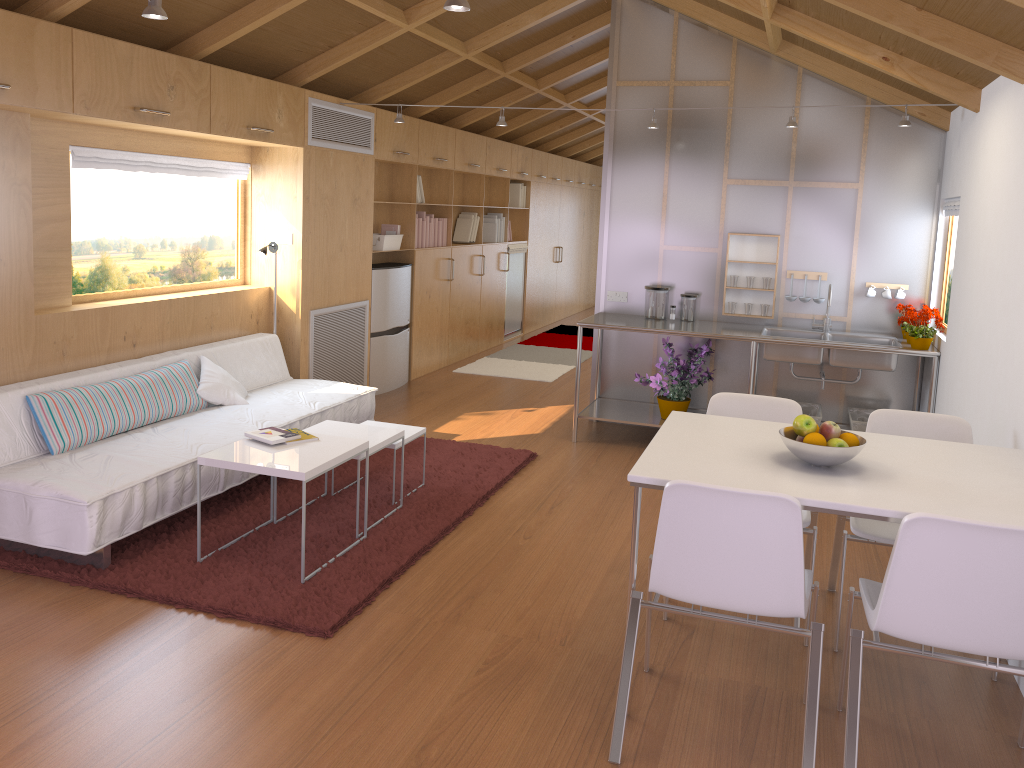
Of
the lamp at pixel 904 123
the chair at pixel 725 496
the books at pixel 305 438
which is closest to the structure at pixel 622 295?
the lamp at pixel 904 123

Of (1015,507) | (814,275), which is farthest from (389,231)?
(1015,507)

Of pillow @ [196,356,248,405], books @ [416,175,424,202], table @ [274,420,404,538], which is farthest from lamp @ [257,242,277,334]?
books @ [416,175,424,202]

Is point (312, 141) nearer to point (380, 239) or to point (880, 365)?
point (380, 239)

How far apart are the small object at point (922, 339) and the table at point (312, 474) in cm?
318

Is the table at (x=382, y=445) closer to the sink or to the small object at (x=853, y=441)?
the small object at (x=853, y=441)

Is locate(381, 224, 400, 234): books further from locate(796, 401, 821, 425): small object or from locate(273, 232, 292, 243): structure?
locate(796, 401, 821, 425): small object

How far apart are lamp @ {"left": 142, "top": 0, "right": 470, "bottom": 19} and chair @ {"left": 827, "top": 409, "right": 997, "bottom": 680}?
2.1 meters

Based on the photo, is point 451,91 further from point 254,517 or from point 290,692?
point 290,692

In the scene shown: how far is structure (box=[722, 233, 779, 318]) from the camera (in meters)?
5.75
